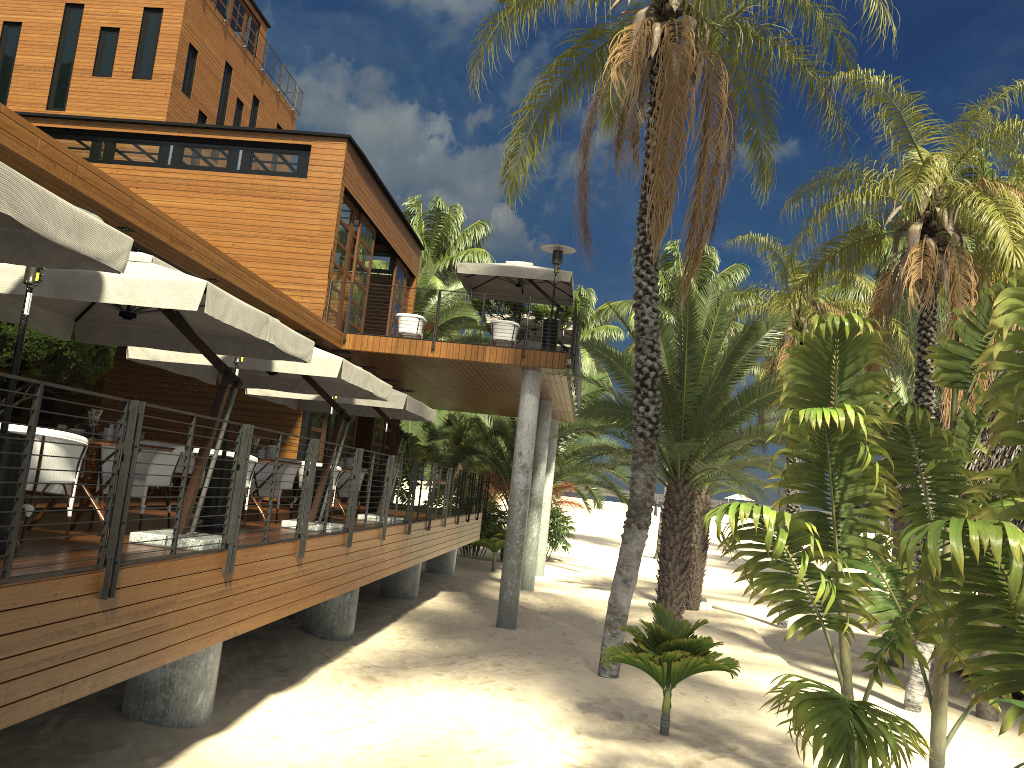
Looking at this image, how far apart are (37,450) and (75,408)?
11.8 meters

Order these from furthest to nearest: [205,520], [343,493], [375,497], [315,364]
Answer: [375,497] < [343,493] < [315,364] < [205,520]

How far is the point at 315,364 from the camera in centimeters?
932cm

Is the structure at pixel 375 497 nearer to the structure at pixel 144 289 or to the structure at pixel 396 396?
the structure at pixel 396 396

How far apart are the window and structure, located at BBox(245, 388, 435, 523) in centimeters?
216cm

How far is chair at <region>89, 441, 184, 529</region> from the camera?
7.57m

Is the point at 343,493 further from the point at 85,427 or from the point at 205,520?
the point at 85,427

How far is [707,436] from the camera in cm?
1361

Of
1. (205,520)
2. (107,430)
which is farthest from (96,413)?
(205,520)

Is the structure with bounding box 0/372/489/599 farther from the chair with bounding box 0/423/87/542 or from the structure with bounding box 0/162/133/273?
the chair with bounding box 0/423/87/542
